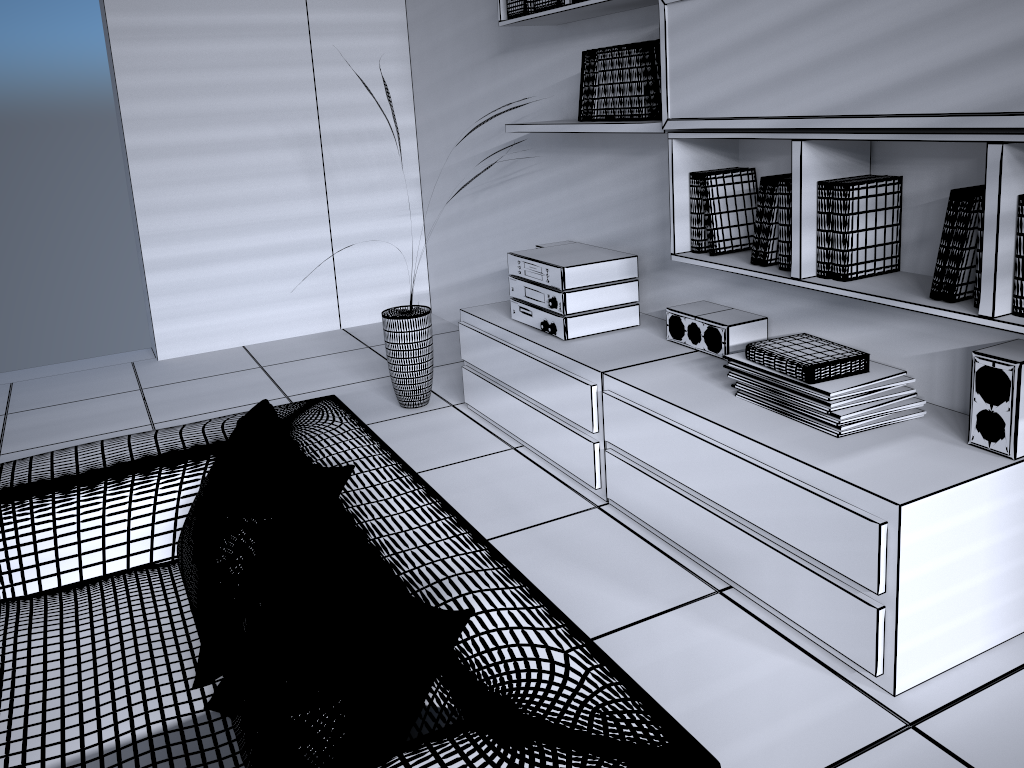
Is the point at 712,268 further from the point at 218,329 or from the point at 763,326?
the point at 218,329

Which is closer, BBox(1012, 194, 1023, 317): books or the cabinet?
BBox(1012, 194, 1023, 317): books

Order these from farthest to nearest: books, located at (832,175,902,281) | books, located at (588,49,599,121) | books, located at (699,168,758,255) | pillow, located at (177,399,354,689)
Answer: books, located at (588,49,599,121) < books, located at (699,168,758,255) < books, located at (832,175,902,281) < pillow, located at (177,399,354,689)

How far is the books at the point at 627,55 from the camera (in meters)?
2.91

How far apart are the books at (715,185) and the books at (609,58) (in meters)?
0.53

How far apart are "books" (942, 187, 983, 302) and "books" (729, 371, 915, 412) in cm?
35

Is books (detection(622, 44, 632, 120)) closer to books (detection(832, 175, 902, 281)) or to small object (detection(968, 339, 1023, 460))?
books (detection(832, 175, 902, 281))

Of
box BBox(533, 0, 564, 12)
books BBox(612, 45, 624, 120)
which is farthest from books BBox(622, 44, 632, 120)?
box BBox(533, 0, 564, 12)

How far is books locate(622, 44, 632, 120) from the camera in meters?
2.9 m

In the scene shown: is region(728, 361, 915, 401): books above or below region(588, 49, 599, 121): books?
below
